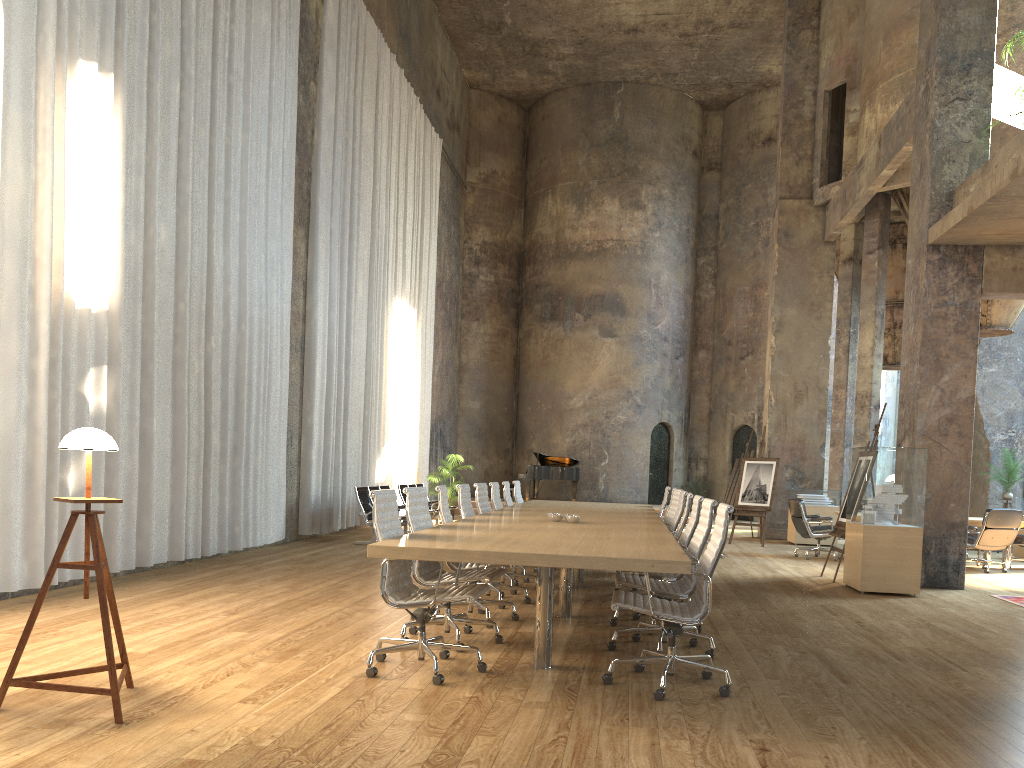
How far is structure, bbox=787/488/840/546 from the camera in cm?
1549

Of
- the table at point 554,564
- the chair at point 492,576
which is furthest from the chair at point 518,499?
the chair at point 492,576

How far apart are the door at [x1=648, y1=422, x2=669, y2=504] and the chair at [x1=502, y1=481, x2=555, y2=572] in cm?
1453

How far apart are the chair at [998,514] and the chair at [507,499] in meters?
6.5 m

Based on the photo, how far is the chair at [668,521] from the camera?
9.2m

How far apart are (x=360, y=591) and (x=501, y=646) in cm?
259

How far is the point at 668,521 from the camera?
9.2m

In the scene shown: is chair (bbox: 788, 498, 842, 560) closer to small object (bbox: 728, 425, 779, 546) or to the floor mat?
small object (bbox: 728, 425, 779, 546)

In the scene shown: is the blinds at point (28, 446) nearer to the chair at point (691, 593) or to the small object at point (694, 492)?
the chair at point (691, 593)

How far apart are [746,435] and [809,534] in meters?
11.6
